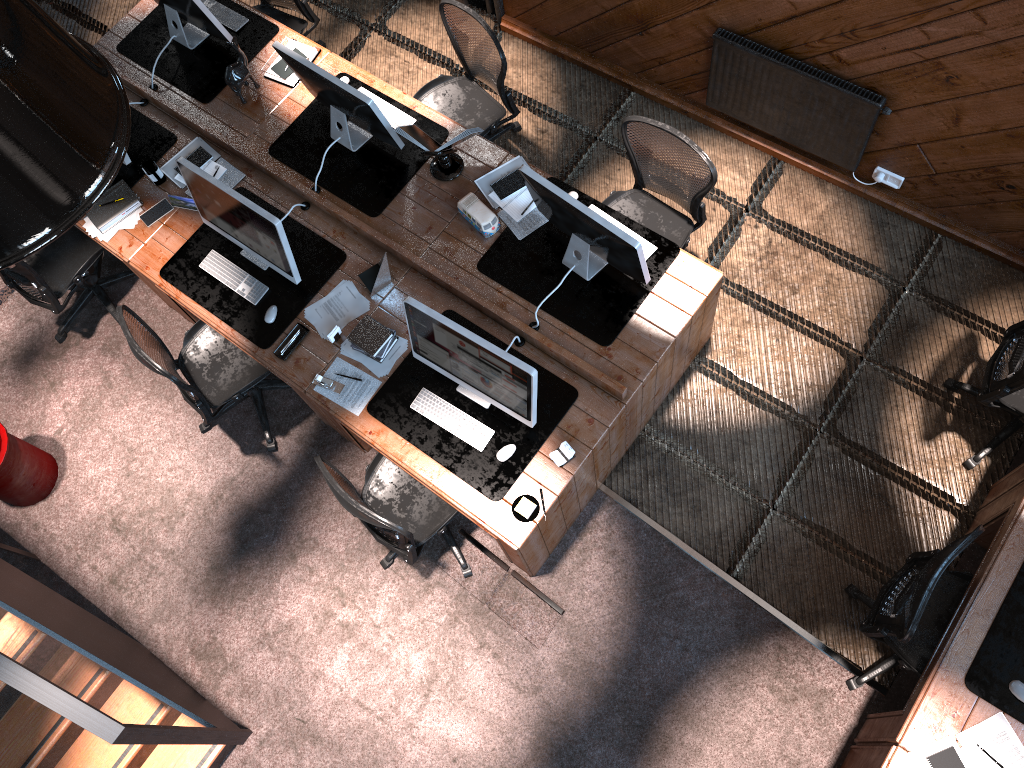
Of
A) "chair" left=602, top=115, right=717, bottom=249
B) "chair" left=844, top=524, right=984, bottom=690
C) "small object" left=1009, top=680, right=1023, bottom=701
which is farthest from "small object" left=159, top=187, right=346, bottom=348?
"small object" left=1009, top=680, right=1023, bottom=701

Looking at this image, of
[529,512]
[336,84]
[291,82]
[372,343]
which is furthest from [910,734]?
[291,82]

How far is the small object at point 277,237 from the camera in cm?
433

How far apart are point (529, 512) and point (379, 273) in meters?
1.4

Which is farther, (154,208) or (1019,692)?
(154,208)

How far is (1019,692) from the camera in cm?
358

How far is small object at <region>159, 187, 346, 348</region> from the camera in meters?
4.7 m

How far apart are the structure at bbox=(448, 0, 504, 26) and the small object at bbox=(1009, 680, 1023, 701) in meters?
5.0 m

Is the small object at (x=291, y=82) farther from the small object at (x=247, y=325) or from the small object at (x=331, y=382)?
the small object at (x=331, y=382)

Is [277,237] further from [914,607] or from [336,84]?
[914,607]
